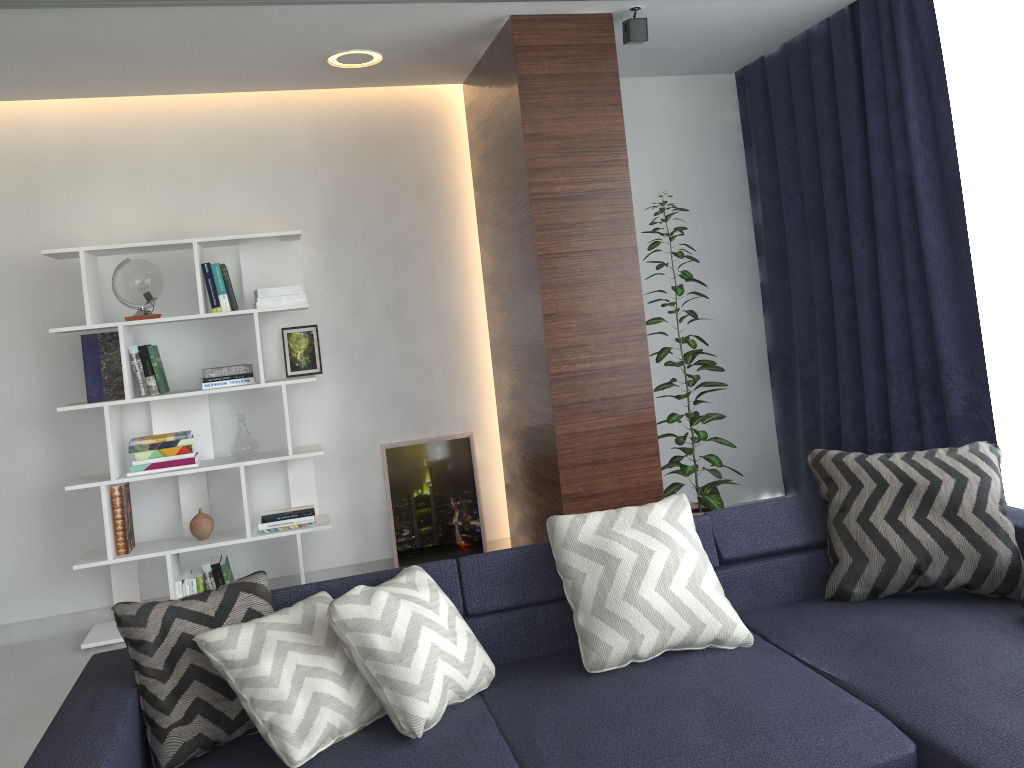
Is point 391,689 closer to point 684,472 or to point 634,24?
point 684,472

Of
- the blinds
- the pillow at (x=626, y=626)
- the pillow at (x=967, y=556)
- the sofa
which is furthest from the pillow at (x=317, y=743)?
the blinds

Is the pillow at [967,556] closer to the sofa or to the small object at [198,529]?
the sofa

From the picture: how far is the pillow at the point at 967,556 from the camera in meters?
2.7 m

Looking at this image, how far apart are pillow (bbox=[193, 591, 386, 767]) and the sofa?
0.01m

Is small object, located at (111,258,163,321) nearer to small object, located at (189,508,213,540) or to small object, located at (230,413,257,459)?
small object, located at (230,413,257,459)

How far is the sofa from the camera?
1.98m

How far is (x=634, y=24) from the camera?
3.7 meters

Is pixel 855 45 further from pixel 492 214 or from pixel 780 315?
pixel 492 214

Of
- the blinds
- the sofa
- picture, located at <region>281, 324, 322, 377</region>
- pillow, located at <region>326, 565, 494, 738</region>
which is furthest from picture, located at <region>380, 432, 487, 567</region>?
pillow, located at <region>326, 565, 494, 738</region>
